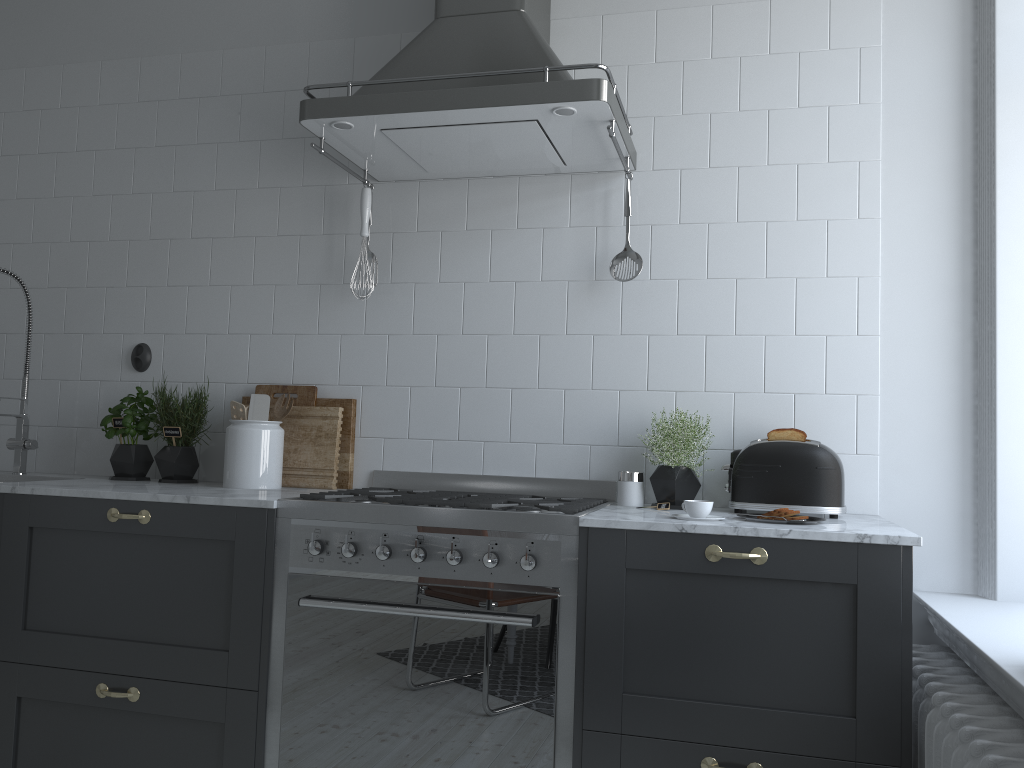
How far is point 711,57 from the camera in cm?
266

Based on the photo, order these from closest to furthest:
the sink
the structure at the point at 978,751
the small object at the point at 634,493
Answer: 1. the structure at the point at 978,751
2. the small object at the point at 634,493
3. the sink

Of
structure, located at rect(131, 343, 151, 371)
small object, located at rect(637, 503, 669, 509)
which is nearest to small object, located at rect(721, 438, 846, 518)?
small object, located at rect(637, 503, 669, 509)

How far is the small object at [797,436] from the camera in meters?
2.3

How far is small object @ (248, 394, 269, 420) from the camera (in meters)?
2.80

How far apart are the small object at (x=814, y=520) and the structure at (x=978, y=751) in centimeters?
39cm

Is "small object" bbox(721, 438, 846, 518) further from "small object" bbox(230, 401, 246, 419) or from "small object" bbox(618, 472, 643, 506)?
"small object" bbox(230, 401, 246, 419)

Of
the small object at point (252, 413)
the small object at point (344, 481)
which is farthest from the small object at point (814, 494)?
the small object at point (252, 413)

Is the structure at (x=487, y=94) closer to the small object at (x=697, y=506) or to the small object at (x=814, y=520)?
the small object at (x=697, y=506)

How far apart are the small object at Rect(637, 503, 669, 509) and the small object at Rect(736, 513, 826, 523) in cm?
39
